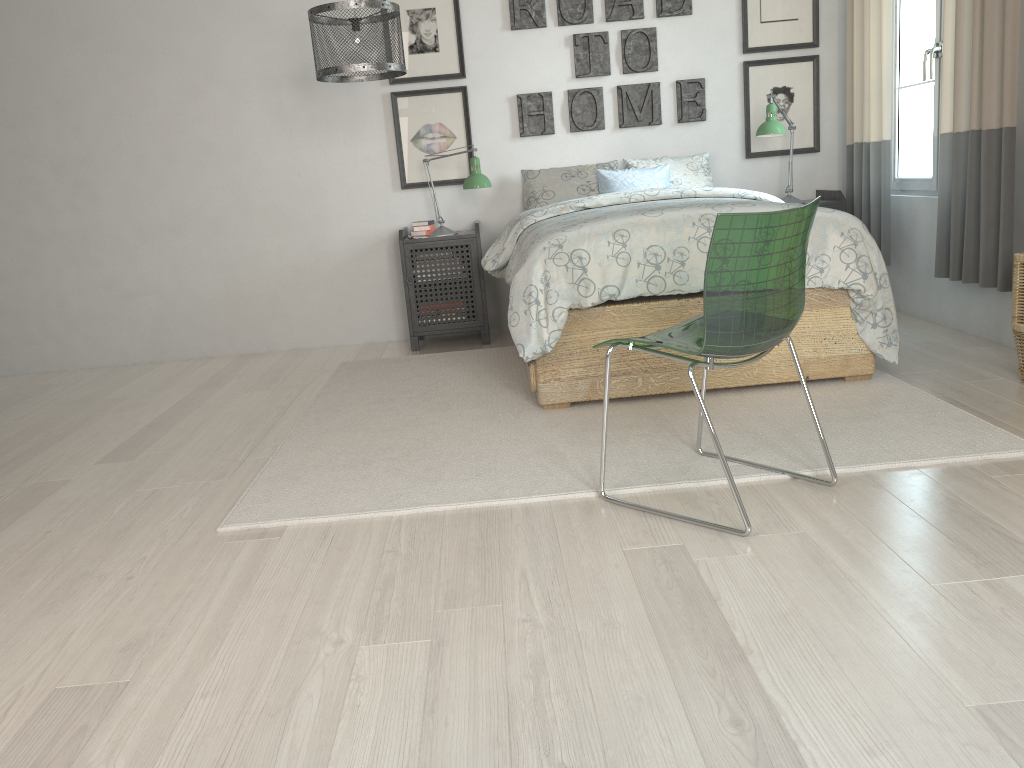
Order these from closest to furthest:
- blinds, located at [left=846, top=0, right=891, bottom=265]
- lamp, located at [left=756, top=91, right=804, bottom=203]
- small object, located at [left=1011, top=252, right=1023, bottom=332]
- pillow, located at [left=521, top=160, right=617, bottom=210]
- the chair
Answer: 1. the chair
2. small object, located at [left=1011, top=252, right=1023, bottom=332]
3. blinds, located at [left=846, top=0, right=891, bottom=265]
4. lamp, located at [left=756, top=91, right=804, bottom=203]
5. pillow, located at [left=521, top=160, right=617, bottom=210]

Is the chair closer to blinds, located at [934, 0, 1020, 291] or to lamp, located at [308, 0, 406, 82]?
blinds, located at [934, 0, 1020, 291]

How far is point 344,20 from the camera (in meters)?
3.49

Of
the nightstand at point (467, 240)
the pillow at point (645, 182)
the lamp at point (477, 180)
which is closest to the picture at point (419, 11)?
the lamp at point (477, 180)

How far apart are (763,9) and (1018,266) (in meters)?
2.41

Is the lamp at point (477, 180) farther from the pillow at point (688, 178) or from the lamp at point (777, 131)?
the lamp at point (777, 131)

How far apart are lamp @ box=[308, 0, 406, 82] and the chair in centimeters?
187cm

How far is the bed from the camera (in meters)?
3.14

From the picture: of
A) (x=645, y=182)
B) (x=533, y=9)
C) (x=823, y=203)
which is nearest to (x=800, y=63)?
(x=823, y=203)

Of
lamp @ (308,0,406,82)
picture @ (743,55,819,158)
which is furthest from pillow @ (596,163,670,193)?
lamp @ (308,0,406,82)
